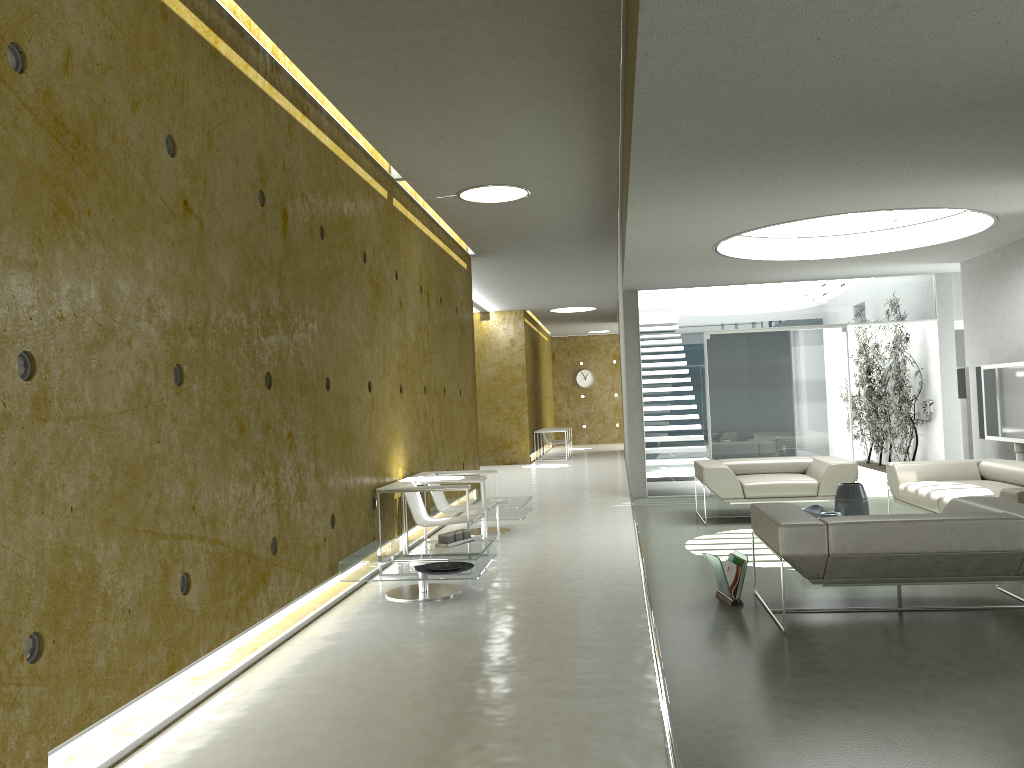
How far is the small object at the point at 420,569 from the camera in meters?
5.9 m

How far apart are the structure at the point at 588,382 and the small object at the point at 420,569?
20.8m

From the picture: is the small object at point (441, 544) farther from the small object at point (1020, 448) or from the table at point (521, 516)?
the small object at point (1020, 448)

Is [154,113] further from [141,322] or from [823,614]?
[823,614]

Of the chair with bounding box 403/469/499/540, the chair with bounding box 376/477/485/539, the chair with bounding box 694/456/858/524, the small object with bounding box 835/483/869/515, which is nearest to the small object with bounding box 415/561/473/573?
the chair with bounding box 376/477/485/539

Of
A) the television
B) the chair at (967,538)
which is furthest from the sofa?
the television

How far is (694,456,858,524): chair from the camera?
8.6m

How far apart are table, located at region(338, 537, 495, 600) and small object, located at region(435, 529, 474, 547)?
0.1m

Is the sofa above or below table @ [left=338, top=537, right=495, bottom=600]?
above

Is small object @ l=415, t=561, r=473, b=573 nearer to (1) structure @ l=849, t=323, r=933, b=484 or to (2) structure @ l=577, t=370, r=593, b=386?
(1) structure @ l=849, t=323, r=933, b=484
